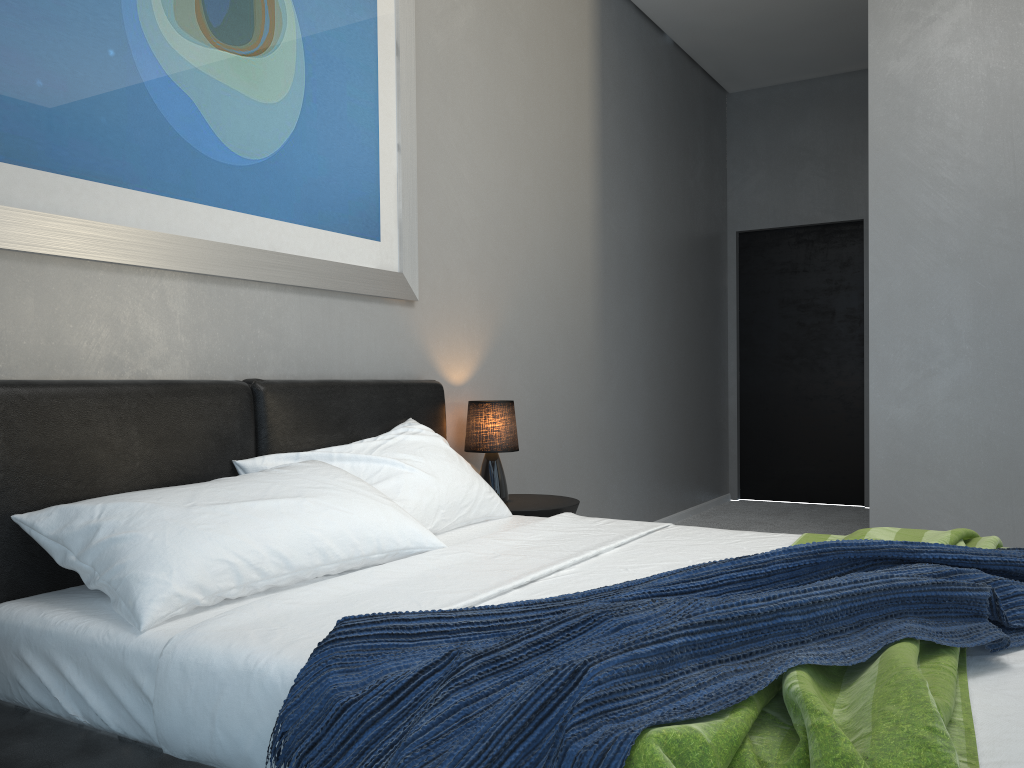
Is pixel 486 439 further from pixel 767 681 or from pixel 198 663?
pixel 767 681

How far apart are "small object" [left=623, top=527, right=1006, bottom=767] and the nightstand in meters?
1.1 m

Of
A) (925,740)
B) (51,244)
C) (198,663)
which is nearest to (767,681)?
(925,740)

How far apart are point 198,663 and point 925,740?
1.10m

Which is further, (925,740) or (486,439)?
(486,439)

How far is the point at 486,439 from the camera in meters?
3.4

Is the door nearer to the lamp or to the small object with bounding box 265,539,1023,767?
the lamp

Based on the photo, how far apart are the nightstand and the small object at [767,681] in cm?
164

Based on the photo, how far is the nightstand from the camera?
3.3 meters

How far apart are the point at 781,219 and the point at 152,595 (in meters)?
5.87
